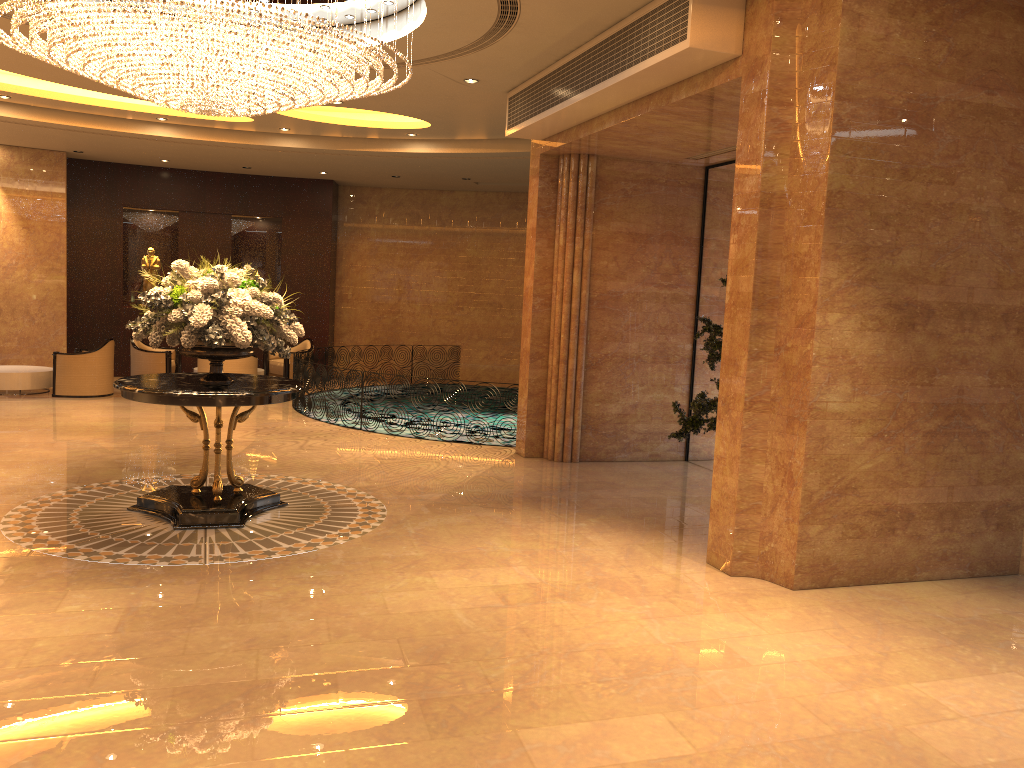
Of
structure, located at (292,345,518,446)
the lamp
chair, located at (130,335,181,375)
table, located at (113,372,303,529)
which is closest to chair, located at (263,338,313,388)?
structure, located at (292,345,518,446)

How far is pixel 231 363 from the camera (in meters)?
14.13

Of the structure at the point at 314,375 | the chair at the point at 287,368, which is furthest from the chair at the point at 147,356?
the structure at the point at 314,375

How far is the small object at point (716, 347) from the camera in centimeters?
748cm

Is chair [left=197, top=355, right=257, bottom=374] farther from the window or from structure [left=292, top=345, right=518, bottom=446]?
the window

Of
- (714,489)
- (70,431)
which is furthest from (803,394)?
(70,431)

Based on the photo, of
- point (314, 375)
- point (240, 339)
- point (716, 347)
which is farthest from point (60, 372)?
point (716, 347)

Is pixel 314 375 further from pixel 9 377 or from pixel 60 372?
pixel 9 377

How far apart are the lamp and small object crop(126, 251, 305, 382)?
1.20m

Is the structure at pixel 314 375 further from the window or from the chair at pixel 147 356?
the window
